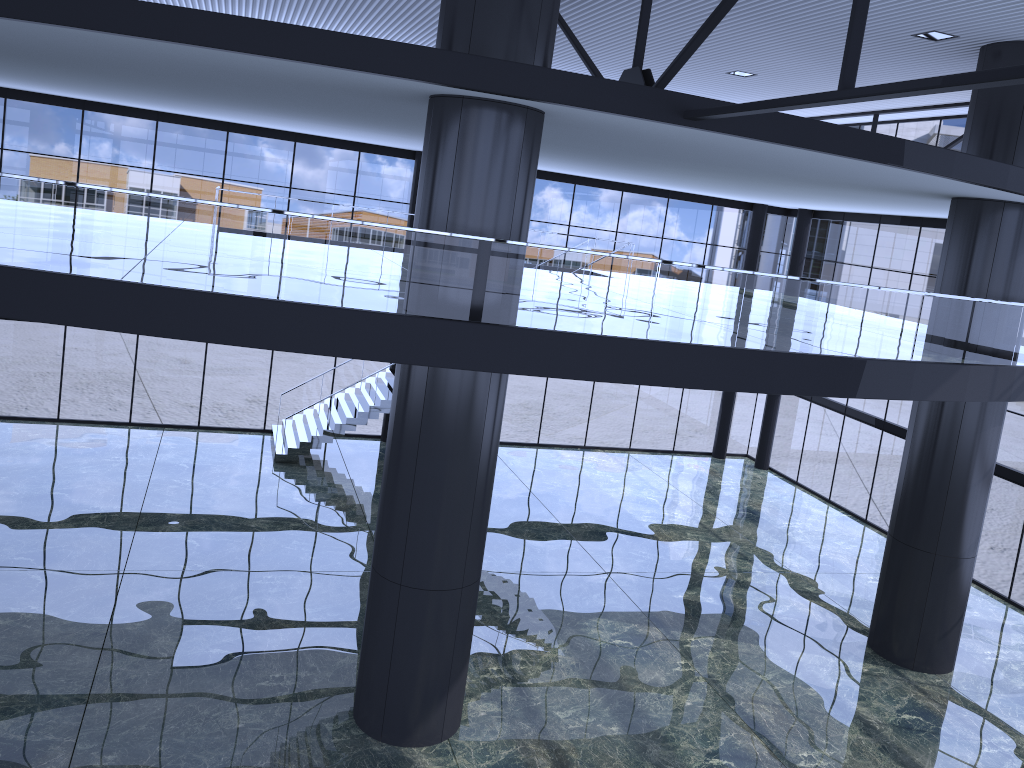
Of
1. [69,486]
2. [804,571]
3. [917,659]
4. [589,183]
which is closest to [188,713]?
[69,486]
